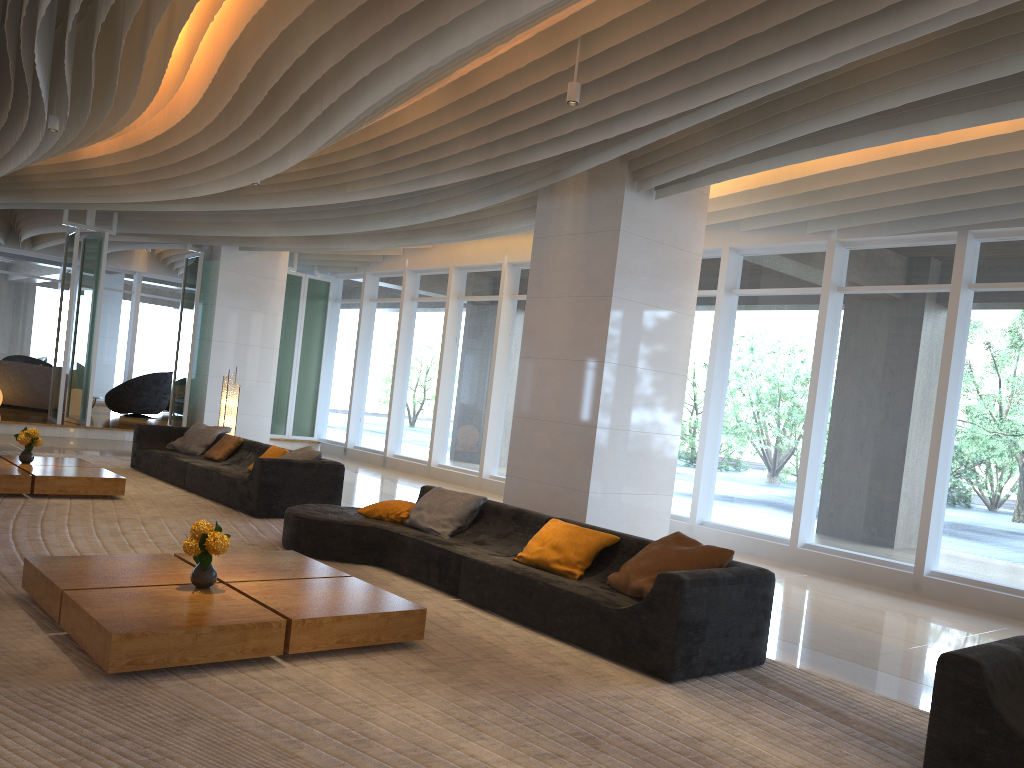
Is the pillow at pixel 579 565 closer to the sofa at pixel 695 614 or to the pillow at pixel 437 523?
the sofa at pixel 695 614

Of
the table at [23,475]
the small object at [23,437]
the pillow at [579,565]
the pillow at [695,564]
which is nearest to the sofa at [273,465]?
the table at [23,475]

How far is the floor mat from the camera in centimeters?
332cm

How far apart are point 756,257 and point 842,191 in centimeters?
174cm

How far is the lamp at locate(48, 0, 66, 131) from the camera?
8.6m

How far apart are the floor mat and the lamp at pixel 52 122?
3.6m

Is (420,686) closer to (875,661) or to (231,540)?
(875,661)

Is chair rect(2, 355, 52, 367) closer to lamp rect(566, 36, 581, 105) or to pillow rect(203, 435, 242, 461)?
pillow rect(203, 435, 242, 461)

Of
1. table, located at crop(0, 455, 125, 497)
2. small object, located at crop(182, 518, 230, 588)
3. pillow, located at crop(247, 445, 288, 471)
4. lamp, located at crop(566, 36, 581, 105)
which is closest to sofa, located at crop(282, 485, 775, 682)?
small object, located at crop(182, 518, 230, 588)

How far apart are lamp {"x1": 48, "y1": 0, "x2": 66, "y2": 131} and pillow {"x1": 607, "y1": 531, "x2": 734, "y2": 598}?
7.1 meters
